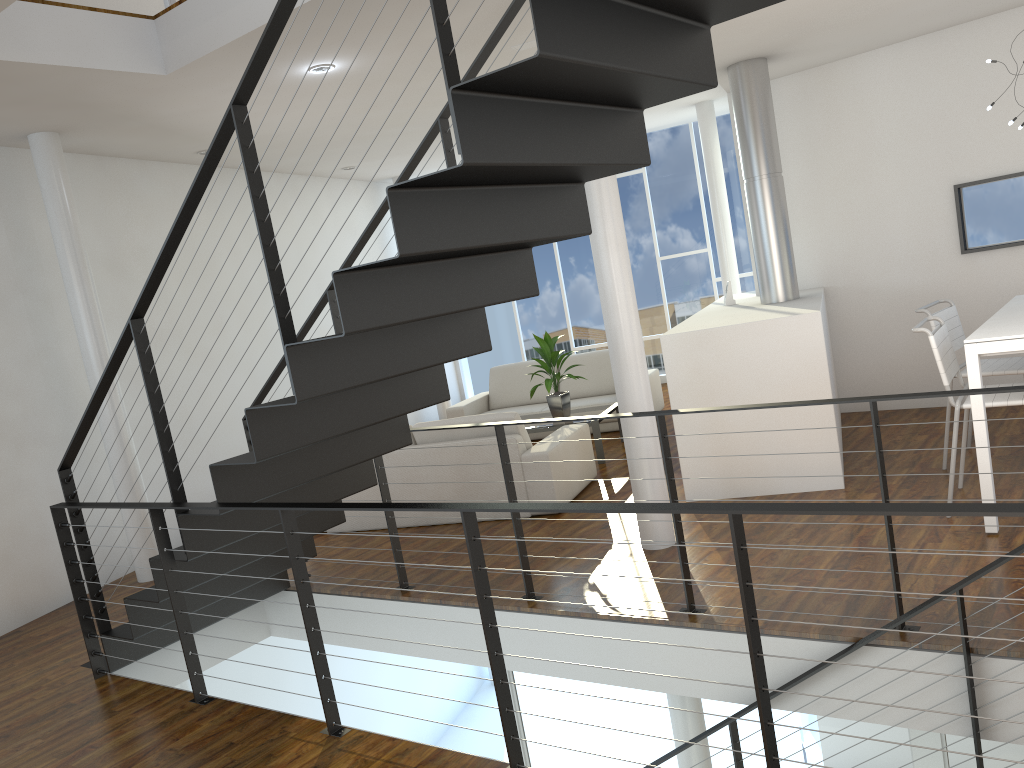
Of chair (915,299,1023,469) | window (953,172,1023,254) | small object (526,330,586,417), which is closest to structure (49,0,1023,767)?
chair (915,299,1023,469)

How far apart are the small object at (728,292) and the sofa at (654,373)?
1.4m

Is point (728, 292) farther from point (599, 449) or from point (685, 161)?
point (685, 161)

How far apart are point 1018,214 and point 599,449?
2.81m

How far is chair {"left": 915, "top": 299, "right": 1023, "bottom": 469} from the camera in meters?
4.0 m

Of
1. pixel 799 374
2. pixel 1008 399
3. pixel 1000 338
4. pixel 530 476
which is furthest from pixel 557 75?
pixel 530 476

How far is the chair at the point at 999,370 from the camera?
4.0 meters

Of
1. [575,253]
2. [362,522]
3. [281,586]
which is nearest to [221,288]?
[362,522]

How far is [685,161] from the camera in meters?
8.5

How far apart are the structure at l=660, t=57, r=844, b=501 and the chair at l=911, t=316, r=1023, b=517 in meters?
0.5 m
